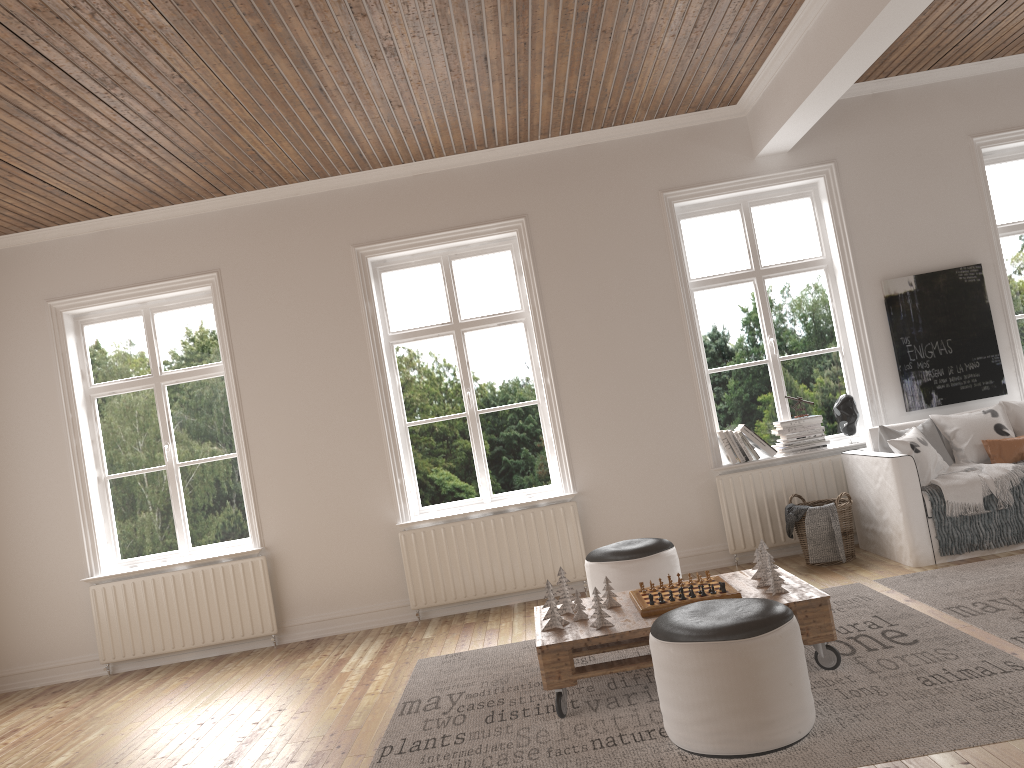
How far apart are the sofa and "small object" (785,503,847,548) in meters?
0.4 m

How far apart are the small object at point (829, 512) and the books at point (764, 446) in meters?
0.6

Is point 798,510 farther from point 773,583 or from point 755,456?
point 773,583

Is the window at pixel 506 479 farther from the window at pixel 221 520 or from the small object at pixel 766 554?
the small object at pixel 766 554

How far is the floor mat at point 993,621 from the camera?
3.8 meters

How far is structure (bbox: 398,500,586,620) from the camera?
5.96m

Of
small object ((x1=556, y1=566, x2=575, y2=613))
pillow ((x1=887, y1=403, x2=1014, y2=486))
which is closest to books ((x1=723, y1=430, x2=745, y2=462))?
pillow ((x1=887, y1=403, x2=1014, y2=486))

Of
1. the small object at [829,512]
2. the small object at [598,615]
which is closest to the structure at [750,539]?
the small object at [829,512]

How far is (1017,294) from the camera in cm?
628

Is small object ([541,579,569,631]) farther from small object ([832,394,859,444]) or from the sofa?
small object ([832,394,859,444])
